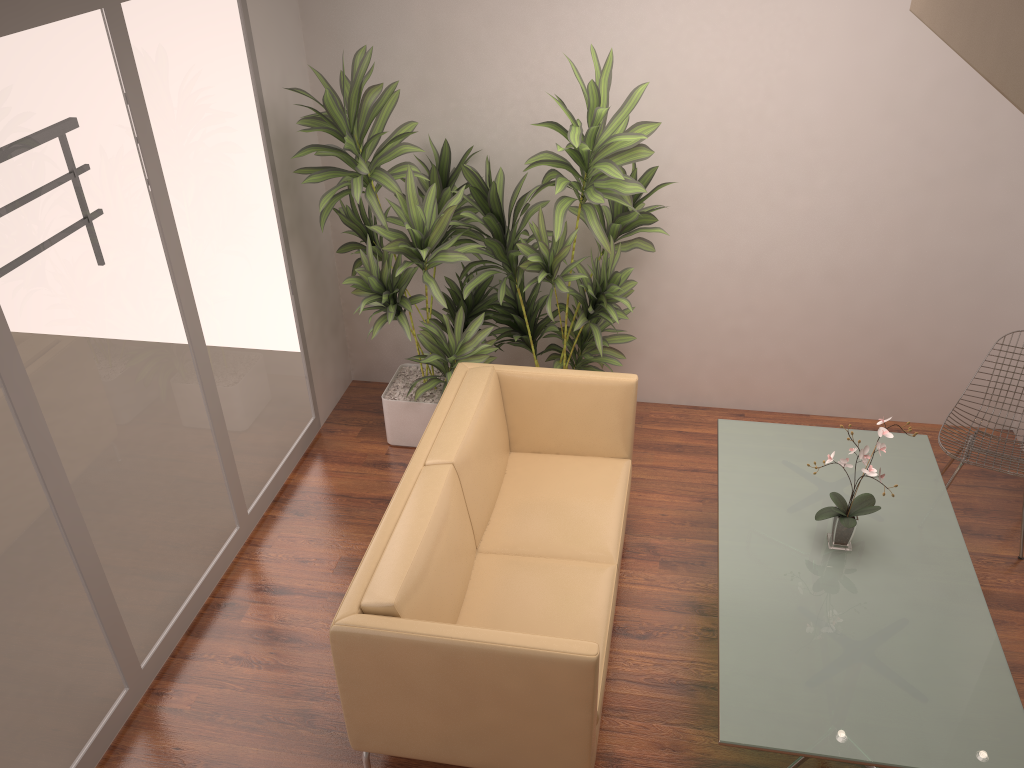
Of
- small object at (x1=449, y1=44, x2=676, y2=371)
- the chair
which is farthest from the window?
the chair

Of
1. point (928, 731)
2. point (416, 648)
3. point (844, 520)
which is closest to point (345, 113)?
point (416, 648)

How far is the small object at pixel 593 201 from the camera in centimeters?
391cm

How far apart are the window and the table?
2.2 meters

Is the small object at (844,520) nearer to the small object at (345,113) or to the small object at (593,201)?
the small object at (593,201)

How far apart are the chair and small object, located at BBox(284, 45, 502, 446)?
2.3m

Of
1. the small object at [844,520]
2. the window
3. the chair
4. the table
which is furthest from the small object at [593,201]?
the chair

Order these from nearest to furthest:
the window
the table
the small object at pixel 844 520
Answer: the table < the window < the small object at pixel 844 520

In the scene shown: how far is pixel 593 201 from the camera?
3.9m

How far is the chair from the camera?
4.1m
